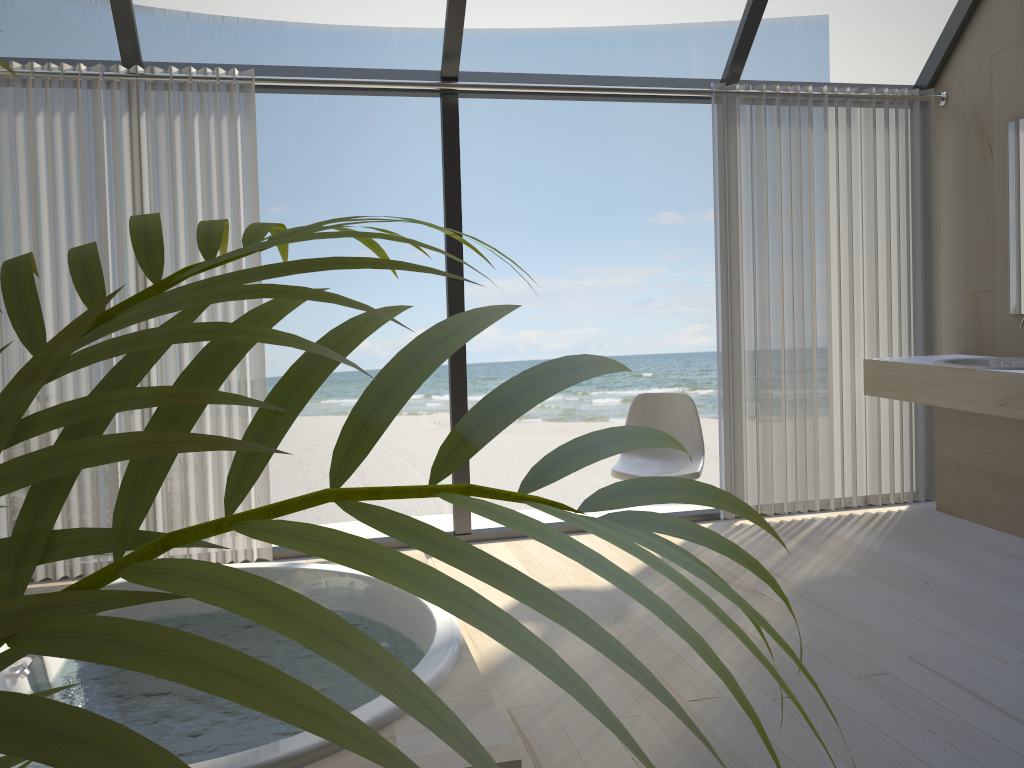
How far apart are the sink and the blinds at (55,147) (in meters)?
2.89

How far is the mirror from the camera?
3.9 meters

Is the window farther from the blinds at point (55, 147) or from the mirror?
the mirror

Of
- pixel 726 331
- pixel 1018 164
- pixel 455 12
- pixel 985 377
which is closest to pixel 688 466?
pixel 726 331

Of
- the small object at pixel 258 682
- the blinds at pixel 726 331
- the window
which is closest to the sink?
the blinds at pixel 726 331

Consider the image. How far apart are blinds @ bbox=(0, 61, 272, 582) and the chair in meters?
1.5 m

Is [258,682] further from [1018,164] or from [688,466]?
[1018,164]

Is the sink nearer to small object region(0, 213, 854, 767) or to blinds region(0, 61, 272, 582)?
blinds region(0, 61, 272, 582)

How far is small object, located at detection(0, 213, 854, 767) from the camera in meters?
0.2

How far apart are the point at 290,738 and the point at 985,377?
3.0m
